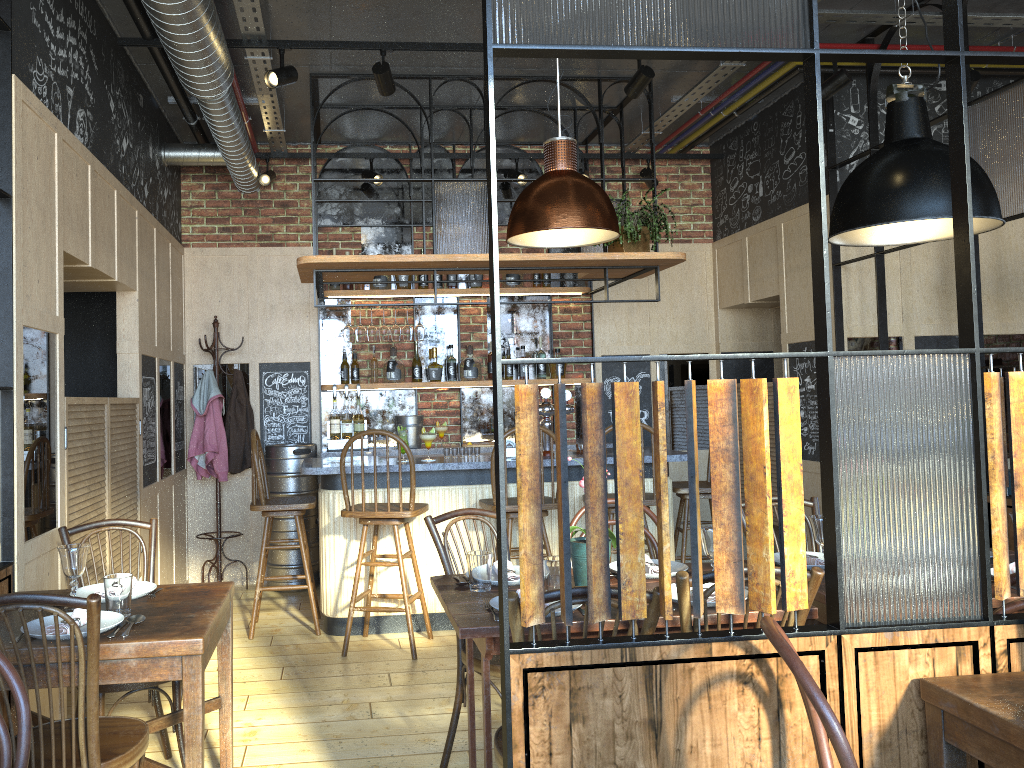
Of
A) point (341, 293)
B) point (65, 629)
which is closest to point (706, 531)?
point (65, 629)

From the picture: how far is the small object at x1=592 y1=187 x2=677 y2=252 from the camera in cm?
517

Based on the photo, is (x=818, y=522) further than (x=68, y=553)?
Yes

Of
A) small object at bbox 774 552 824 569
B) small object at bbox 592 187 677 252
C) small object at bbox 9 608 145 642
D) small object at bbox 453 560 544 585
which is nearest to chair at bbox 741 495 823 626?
small object at bbox 774 552 824 569

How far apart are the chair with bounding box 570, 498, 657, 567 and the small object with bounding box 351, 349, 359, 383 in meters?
3.3

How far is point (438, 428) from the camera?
6.6 meters

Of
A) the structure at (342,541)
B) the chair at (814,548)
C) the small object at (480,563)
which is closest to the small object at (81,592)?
the small object at (480,563)

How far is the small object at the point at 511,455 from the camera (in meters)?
5.36

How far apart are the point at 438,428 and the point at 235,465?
1.5 meters

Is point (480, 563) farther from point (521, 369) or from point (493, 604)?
point (521, 369)
